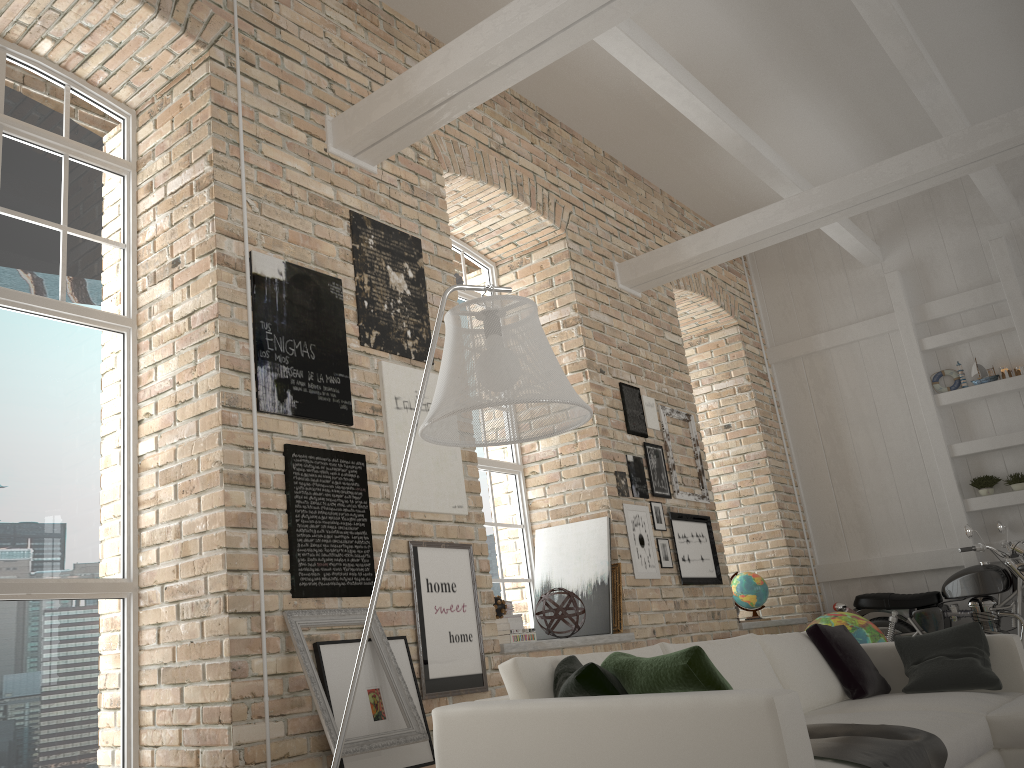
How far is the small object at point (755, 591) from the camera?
7.75m

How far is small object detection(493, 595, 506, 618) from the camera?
4.94m

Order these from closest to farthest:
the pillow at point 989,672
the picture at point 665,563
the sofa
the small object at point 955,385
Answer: the sofa, the pillow at point 989,672, the picture at point 665,563, the small object at point 955,385

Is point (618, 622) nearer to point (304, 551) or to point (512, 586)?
point (512, 586)

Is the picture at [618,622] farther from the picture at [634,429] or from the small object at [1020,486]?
the small object at [1020,486]

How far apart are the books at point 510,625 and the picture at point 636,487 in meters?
1.7 m

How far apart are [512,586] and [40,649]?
3.4m

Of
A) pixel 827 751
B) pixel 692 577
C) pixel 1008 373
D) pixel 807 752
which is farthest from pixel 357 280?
pixel 1008 373

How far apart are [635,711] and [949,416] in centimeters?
738cm

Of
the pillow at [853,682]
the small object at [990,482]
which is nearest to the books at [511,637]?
the pillow at [853,682]
